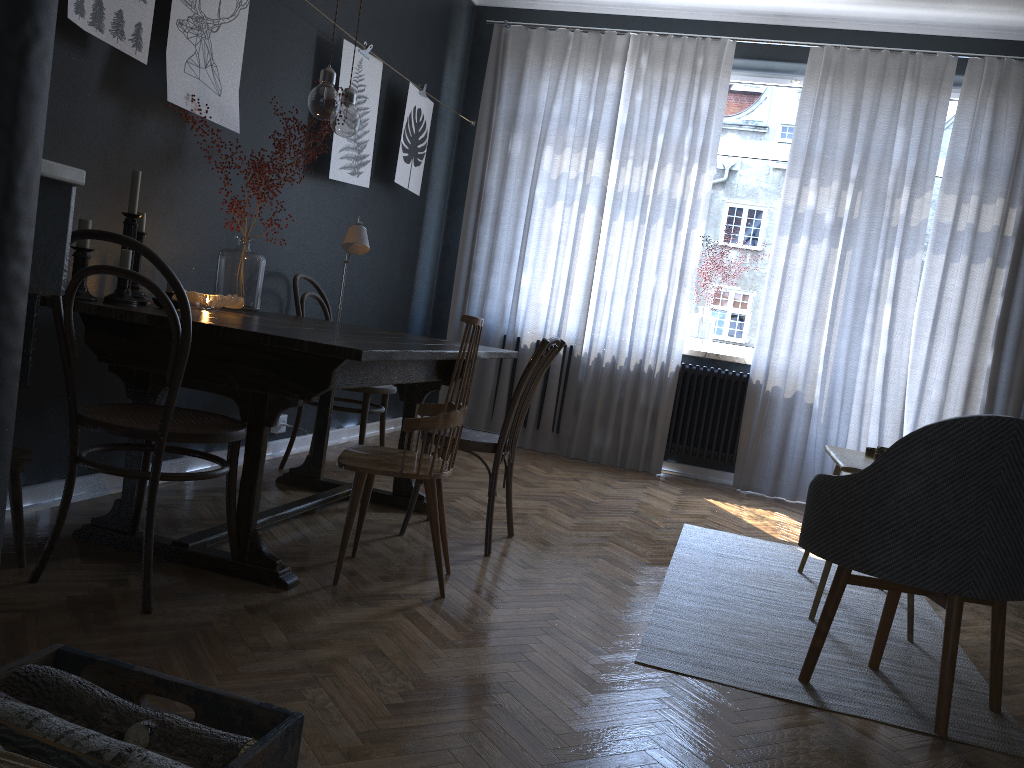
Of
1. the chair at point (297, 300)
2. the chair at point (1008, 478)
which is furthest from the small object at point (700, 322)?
the chair at point (1008, 478)

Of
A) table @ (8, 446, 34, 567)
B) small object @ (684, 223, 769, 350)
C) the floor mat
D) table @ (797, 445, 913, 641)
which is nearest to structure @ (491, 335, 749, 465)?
small object @ (684, 223, 769, 350)

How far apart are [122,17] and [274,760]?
2.61m

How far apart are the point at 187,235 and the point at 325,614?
1.83m

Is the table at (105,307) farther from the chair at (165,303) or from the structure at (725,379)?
the structure at (725,379)

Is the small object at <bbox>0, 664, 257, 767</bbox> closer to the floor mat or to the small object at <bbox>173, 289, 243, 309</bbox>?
the floor mat

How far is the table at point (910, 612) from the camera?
2.9m

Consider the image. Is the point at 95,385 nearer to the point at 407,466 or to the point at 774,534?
the point at 407,466

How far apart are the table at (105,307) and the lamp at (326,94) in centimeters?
71cm

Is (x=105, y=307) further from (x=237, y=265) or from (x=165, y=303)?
(x=237, y=265)
